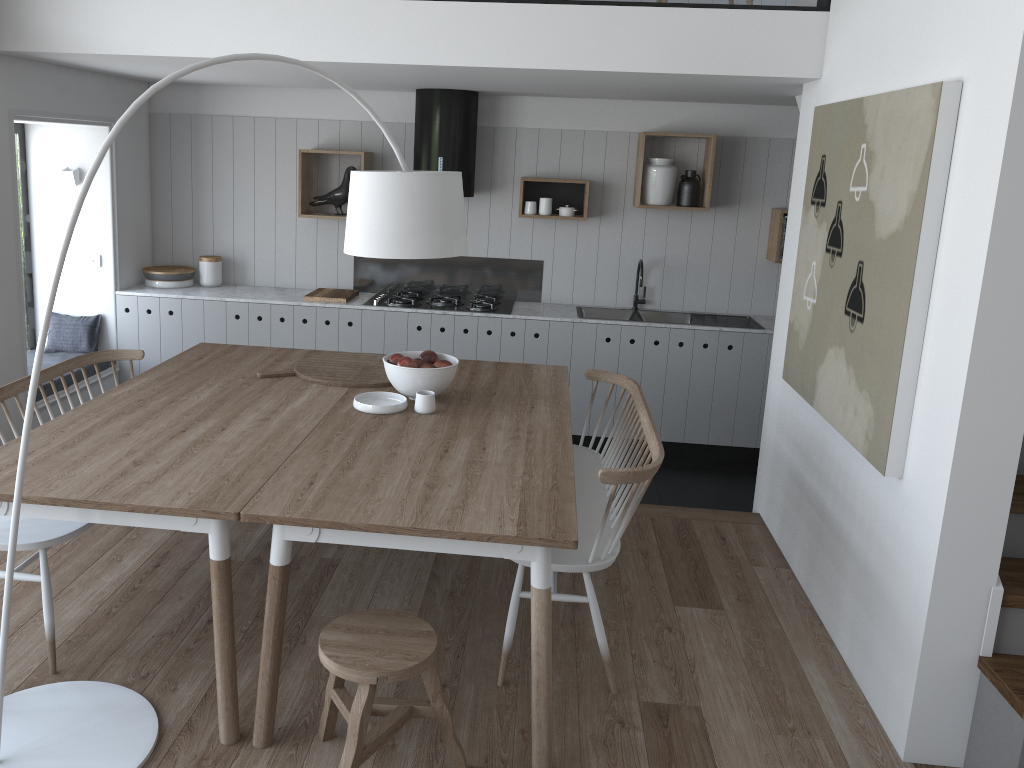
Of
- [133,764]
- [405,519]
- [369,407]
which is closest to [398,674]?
[405,519]

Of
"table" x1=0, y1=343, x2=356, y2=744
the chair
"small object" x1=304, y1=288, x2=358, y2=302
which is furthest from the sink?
the chair

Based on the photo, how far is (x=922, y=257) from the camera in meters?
2.7 m

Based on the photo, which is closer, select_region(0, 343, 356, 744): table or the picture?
select_region(0, 343, 356, 744): table

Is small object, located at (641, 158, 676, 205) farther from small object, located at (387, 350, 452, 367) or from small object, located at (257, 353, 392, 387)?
small object, located at (387, 350, 452, 367)

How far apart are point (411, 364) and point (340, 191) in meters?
2.8 m

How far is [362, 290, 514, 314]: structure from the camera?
5.8 meters

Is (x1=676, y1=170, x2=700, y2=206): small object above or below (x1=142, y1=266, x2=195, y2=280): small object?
above

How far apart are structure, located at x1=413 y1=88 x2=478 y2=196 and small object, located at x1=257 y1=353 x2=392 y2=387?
1.85m

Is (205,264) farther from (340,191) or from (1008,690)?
(1008,690)
